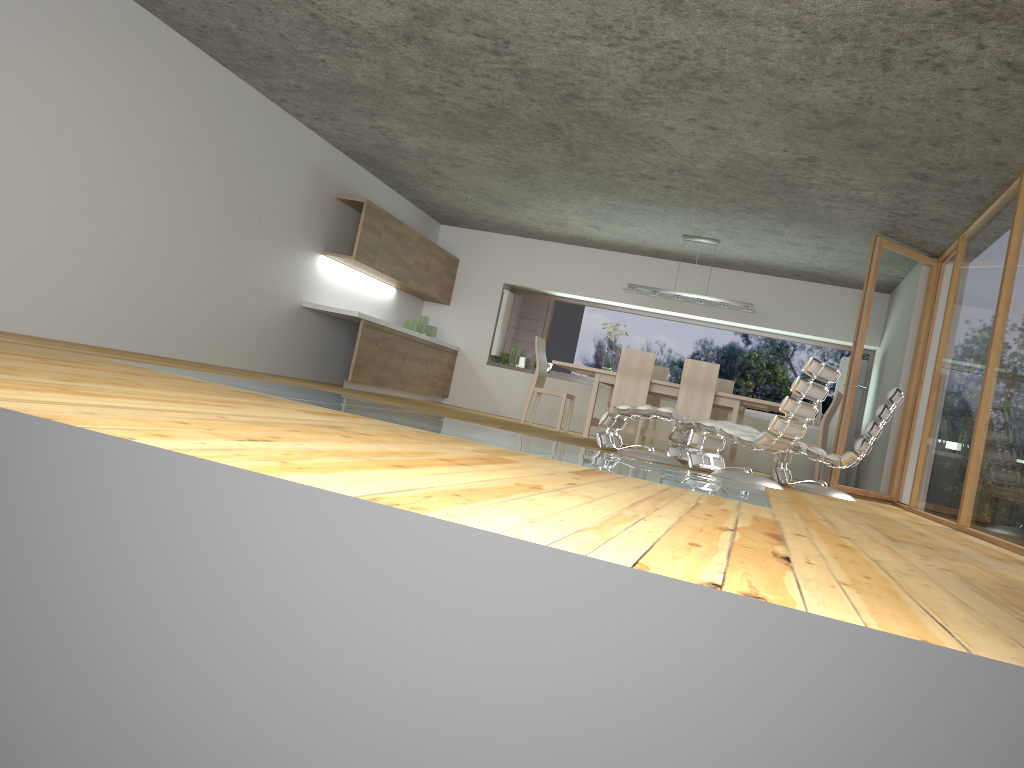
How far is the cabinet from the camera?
9.5m

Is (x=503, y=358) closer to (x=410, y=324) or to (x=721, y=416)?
(x=410, y=324)

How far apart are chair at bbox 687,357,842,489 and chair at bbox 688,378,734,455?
3.71m

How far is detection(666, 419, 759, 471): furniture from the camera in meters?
7.7

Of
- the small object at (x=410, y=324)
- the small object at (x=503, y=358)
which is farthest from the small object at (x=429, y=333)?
the small object at (x=503, y=358)

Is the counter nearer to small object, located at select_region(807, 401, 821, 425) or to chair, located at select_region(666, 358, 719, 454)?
chair, located at select_region(666, 358, 719, 454)

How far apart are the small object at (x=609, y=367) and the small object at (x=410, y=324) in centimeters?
261cm

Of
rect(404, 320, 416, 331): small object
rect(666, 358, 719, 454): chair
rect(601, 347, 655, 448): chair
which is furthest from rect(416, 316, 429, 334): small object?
rect(666, 358, 719, 454): chair

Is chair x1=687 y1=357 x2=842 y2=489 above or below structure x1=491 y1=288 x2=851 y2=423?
below

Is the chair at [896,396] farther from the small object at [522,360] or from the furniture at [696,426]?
the small object at [522,360]
